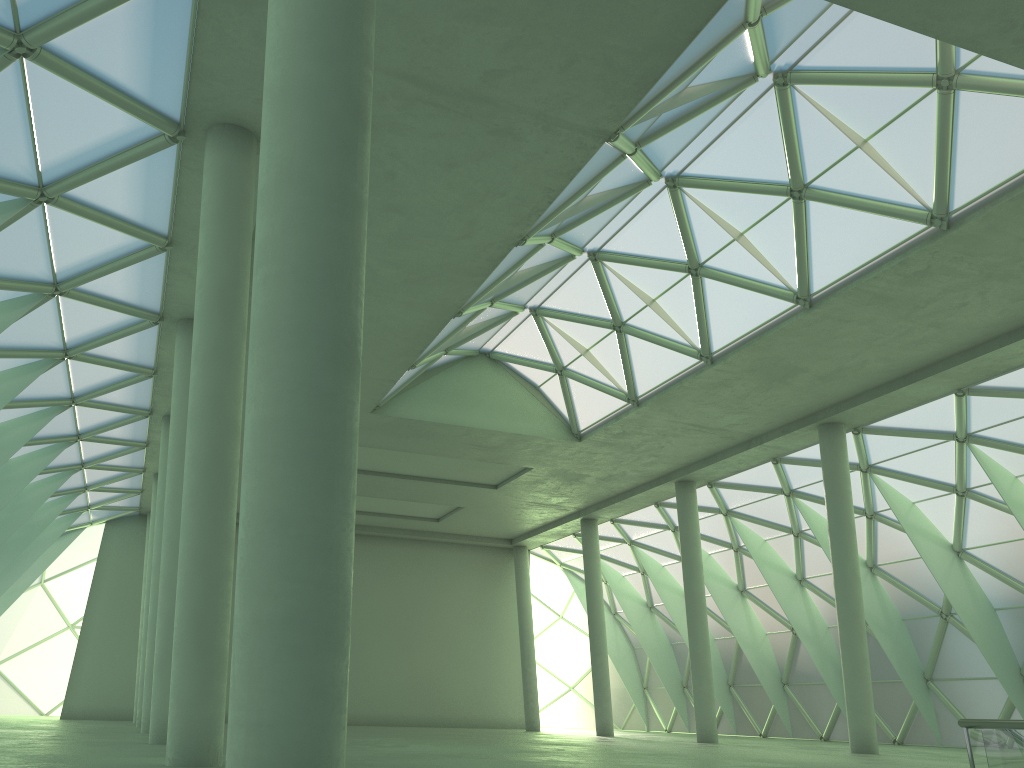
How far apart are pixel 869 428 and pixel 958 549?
8.75m
